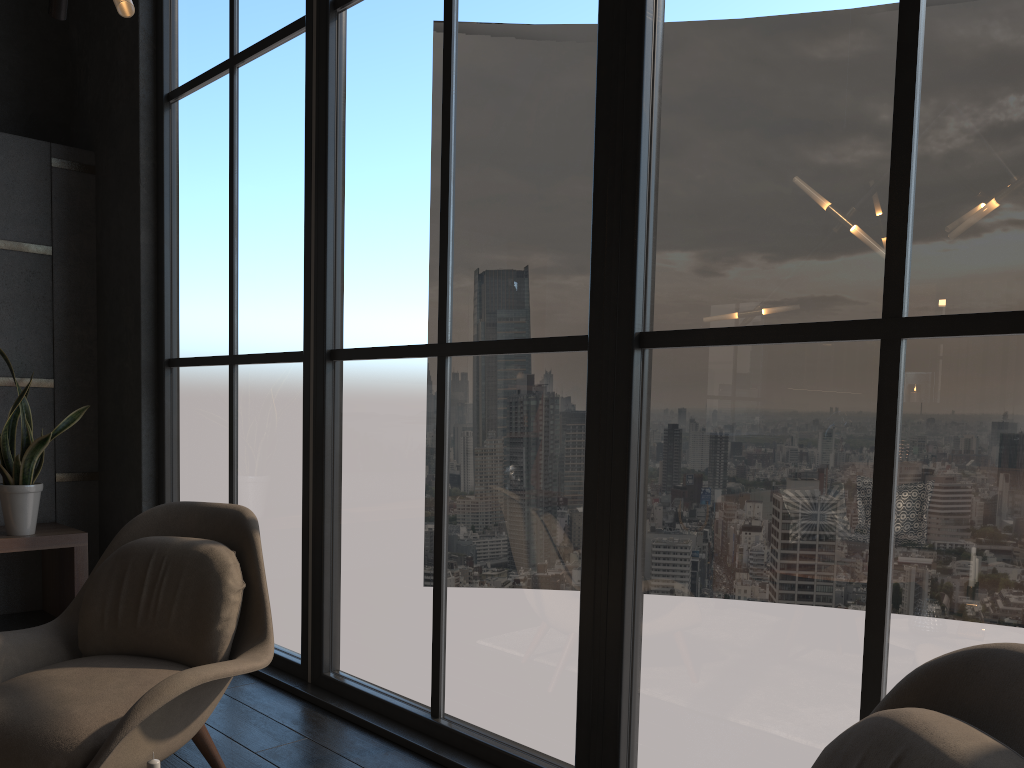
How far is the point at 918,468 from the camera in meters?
1.9 m

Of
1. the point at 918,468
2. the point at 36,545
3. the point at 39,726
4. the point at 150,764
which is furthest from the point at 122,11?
the point at 36,545

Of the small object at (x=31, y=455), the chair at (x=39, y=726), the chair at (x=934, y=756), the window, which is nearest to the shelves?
the small object at (x=31, y=455)

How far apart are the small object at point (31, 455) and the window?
0.4m

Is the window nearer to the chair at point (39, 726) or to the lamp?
the chair at point (39, 726)

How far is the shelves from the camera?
4.25m

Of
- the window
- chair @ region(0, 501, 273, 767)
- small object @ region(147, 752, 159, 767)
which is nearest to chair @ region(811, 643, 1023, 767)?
the window

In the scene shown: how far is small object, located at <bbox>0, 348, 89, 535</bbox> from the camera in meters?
4.2

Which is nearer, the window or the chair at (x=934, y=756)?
the chair at (x=934, y=756)

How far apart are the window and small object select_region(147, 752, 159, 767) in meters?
1.5 m
